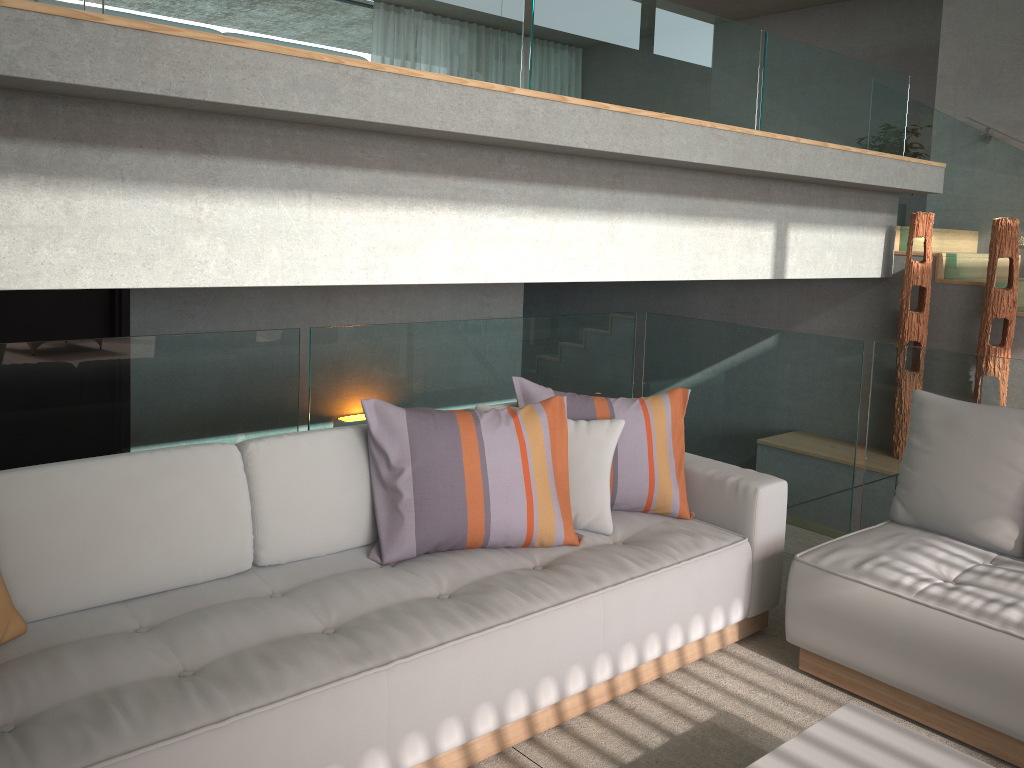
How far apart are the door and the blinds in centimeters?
960cm

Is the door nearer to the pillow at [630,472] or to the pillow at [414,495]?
the pillow at [414,495]

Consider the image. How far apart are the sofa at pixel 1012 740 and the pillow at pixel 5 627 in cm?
229

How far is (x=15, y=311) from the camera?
4.2 meters

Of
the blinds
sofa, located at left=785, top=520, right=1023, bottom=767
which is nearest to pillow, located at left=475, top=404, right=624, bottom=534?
sofa, located at left=785, top=520, right=1023, bottom=767

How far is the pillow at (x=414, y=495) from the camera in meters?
2.8

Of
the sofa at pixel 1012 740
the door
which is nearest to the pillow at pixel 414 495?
the sofa at pixel 1012 740

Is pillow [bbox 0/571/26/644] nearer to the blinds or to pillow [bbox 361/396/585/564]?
pillow [bbox 361/396/585/564]

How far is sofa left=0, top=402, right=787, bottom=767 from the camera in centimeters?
196cm

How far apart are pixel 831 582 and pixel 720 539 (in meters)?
0.39
